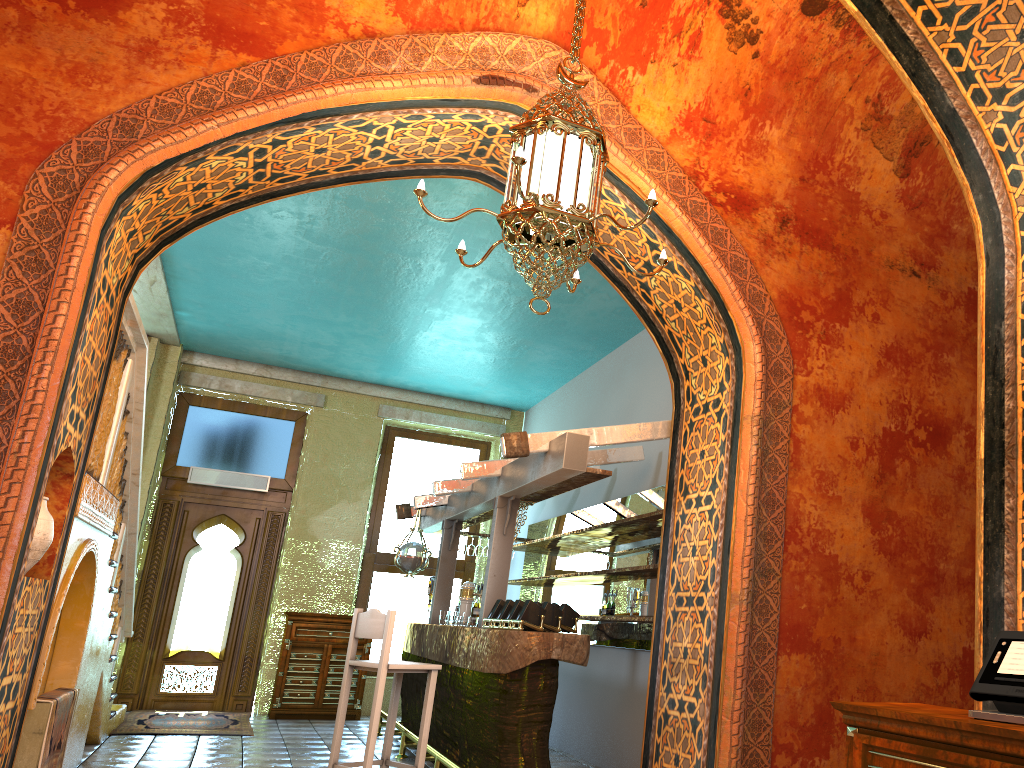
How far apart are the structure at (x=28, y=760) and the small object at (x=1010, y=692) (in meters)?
4.89

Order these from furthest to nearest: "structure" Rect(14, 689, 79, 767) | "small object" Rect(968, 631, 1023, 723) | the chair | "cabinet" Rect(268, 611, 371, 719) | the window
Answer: the window
"cabinet" Rect(268, 611, 371, 719)
the chair
"structure" Rect(14, 689, 79, 767)
"small object" Rect(968, 631, 1023, 723)

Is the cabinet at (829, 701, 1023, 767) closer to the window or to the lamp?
the lamp

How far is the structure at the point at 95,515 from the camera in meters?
5.8 m

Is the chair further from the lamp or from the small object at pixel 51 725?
the lamp

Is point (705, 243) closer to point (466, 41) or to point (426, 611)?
point (466, 41)

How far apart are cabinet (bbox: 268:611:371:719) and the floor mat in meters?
0.3 m

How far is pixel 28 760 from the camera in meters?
5.1

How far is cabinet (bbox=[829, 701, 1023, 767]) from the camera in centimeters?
254cm

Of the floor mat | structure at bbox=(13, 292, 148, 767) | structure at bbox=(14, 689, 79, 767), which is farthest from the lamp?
the floor mat
